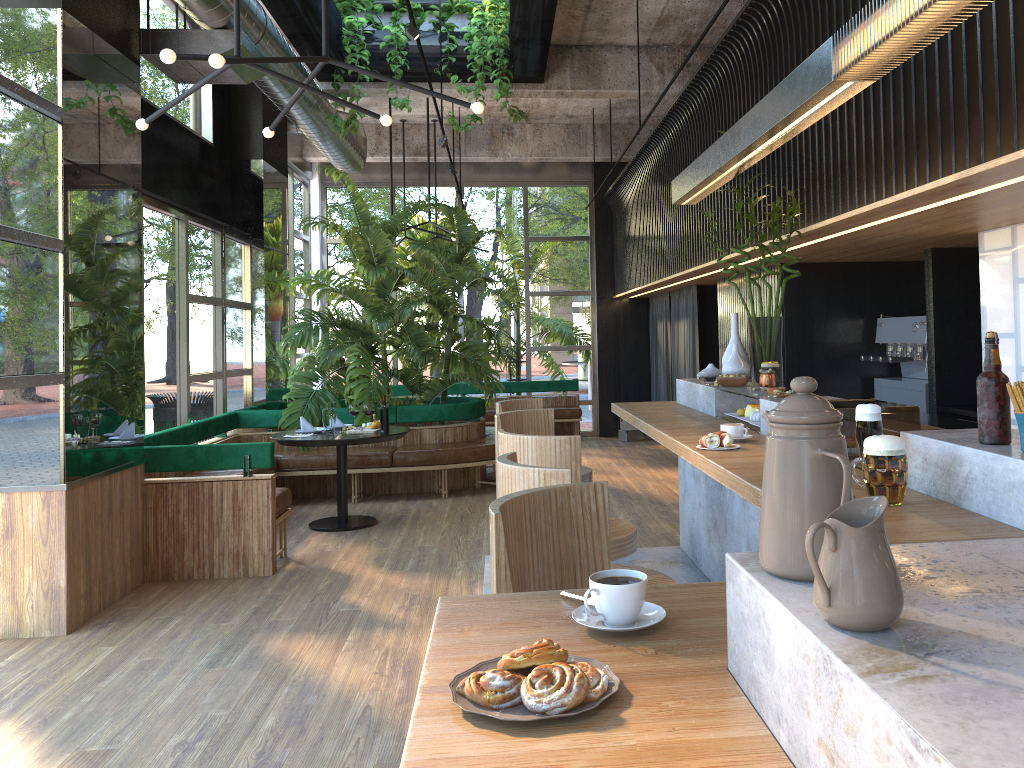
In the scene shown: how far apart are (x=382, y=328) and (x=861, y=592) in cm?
808

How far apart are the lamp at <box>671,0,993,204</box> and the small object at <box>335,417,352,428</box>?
3.74m

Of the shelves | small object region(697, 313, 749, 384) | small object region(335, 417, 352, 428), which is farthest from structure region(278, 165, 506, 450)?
the shelves

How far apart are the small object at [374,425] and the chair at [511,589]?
5.3 meters

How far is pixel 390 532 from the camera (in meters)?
6.94

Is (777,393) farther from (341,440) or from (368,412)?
(341,440)

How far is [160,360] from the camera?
7.03m

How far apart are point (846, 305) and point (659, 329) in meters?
5.1 m

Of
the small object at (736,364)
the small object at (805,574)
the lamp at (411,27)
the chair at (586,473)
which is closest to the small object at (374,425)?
the chair at (586,473)

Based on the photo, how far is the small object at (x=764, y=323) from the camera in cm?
485
